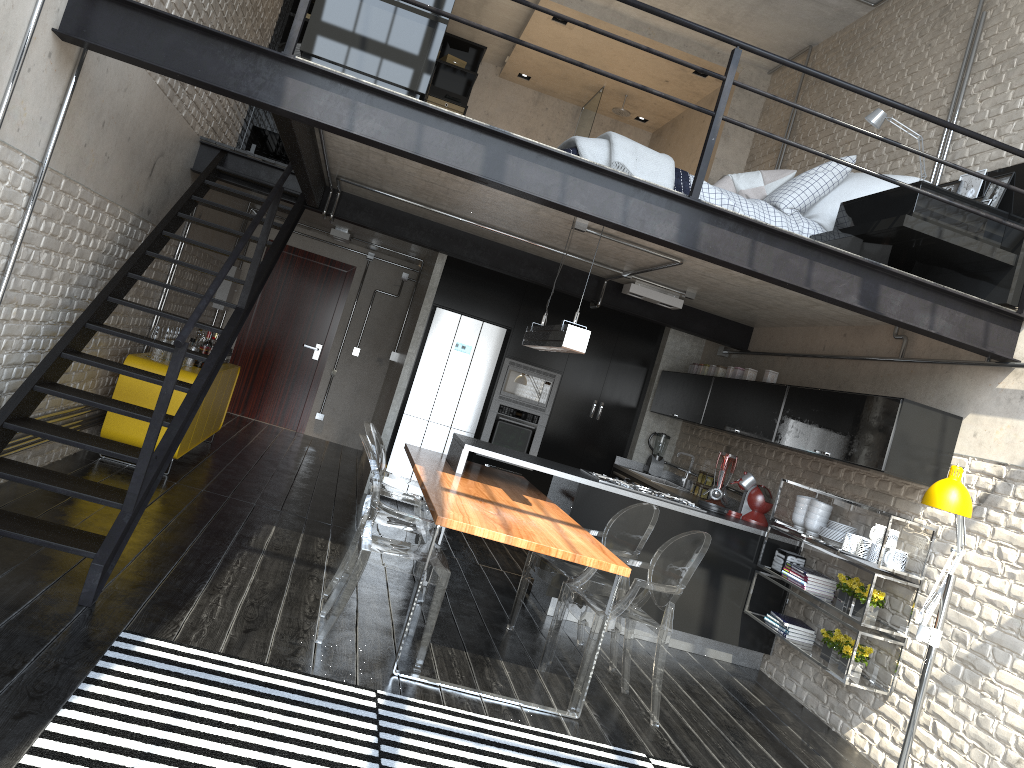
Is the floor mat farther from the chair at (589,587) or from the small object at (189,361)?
the small object at (189,361)

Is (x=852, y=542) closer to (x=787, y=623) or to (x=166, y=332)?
(x=787, y=623)

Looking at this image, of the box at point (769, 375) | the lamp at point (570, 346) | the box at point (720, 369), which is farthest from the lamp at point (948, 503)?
the box at point (720, 369)

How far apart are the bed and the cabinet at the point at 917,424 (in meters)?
0.66

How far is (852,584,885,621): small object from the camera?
4.97m

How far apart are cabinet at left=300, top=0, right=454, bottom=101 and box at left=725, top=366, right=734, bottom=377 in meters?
4.0

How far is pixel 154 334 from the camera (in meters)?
6.58

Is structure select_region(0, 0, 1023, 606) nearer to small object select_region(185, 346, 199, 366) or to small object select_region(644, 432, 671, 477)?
small object select_region(185, 346, 199, 366)

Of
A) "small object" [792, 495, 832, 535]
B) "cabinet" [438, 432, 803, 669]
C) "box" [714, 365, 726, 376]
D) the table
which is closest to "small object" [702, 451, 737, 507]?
"cabinet" [438, 432, 803, 669]

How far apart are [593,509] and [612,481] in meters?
0.4 m
